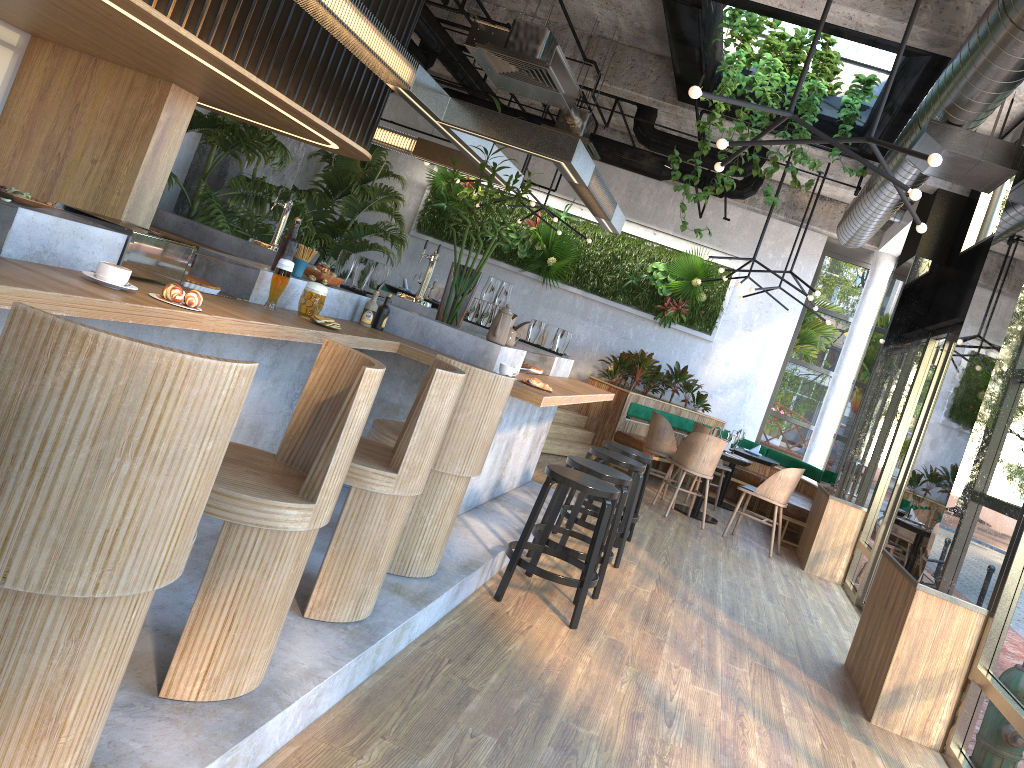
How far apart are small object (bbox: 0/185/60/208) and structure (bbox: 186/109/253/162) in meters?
6.5 m

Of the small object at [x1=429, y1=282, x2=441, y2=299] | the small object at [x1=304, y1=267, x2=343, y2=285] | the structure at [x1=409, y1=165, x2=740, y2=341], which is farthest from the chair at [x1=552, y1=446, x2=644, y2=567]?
the structure at [x1=409, y1=165, x2=740, y2=341]

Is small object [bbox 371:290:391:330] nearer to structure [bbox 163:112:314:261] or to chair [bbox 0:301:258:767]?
chair [bbox 0:301:258:767]

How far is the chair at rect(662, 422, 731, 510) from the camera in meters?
10.5 m

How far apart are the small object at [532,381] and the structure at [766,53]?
3.14m

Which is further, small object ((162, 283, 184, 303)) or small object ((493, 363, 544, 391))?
small object ((493, 363, 544, 391))

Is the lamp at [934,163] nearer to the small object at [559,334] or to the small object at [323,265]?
the small object at [323,265]

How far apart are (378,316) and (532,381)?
0.94m

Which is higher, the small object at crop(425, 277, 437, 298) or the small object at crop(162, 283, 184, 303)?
the small object at crop(425, 277, 437, 298)

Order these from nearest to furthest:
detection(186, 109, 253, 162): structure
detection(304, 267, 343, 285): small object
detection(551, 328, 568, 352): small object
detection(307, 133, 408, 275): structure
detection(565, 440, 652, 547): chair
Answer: detection(304, 267, 343, 285): small object
detection(565, 440, 652, 547): chair
detection(551, 328, 568, 352): small object
detection(186, 109, 253, 162): structure
detection(307, 133, 408, 275): structure
